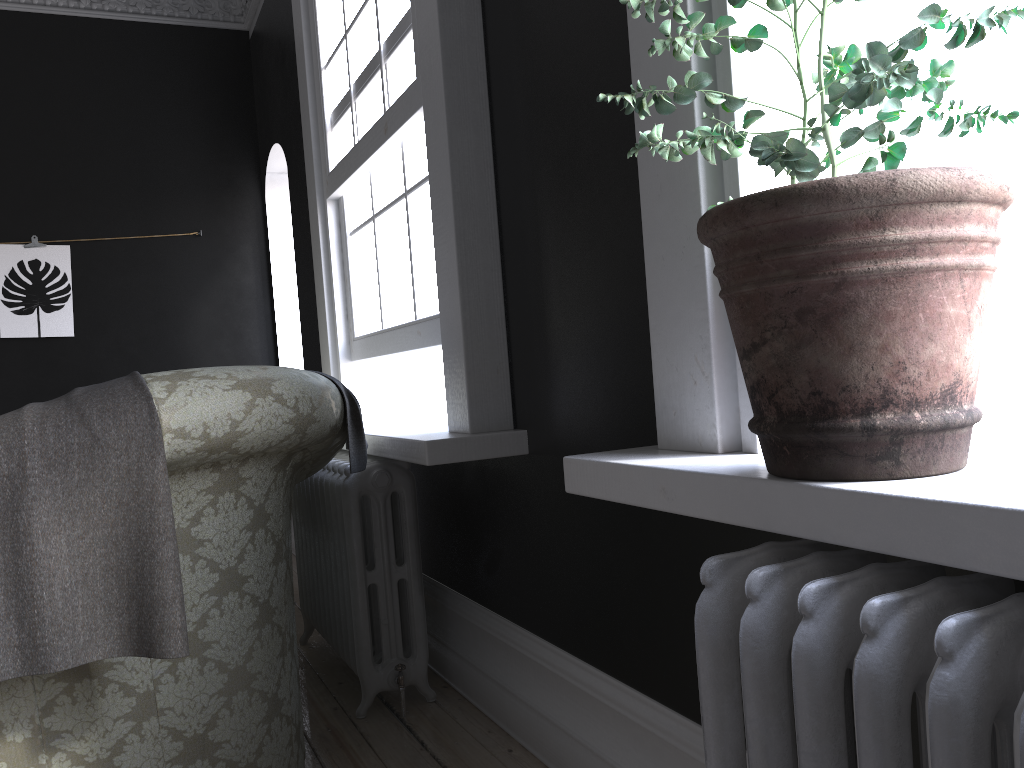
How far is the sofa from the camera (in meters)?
1.85

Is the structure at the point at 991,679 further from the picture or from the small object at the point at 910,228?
the picture

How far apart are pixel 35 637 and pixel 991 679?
1.6 meters

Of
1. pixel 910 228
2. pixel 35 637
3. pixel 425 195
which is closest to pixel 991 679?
pixel 910 228

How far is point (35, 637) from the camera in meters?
1.6

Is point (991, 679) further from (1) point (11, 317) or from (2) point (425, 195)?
(1) point (11, 317)

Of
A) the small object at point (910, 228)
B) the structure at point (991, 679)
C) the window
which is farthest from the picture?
the structure at point (991, 679)

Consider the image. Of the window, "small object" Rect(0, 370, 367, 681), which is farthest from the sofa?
the window

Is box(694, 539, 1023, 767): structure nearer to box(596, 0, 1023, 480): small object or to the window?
box(596, 0, 1023, 480): small object

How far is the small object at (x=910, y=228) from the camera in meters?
1.0 m
